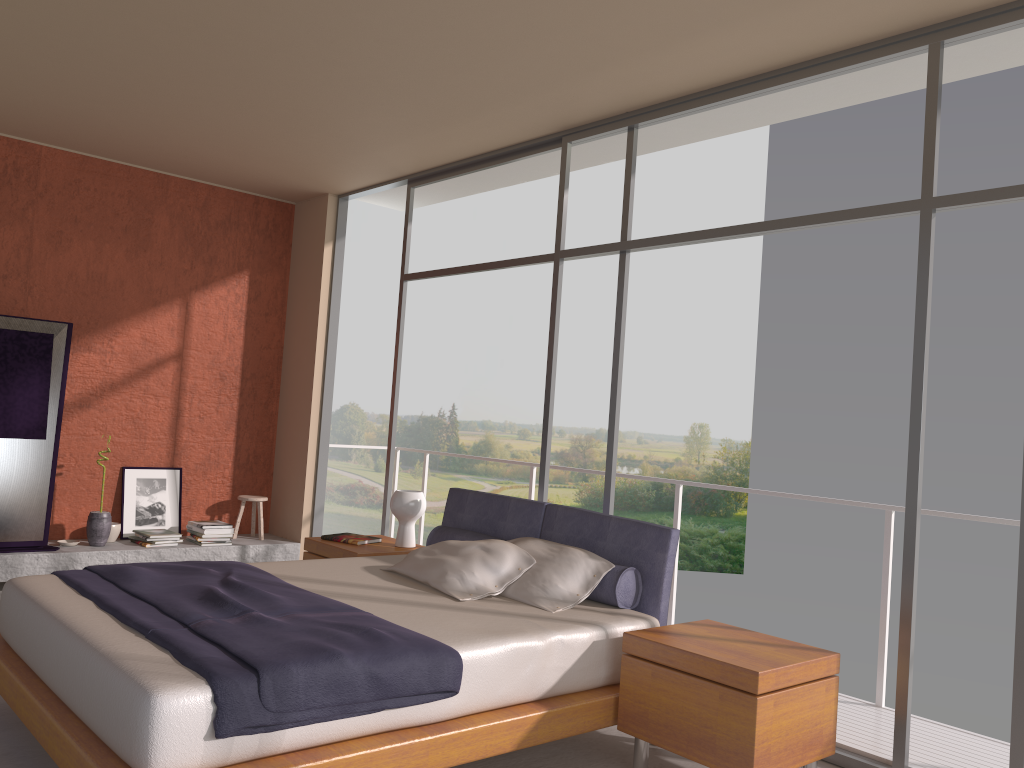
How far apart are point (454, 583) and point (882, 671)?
2.2 meters

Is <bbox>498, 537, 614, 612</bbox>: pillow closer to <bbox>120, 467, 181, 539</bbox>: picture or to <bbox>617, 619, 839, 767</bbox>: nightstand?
<bbox>617, 619, 839, 767</bbox>: nightstand

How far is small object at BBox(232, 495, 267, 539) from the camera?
7.20m

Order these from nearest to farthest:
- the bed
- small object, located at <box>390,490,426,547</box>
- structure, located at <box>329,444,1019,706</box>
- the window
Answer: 1. the bed
2. the window
3. structure, located at <box>329,444,1019,706</box>
4. small object, located at <box>390,490,426,547</box>

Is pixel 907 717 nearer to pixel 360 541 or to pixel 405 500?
pixel 405 500

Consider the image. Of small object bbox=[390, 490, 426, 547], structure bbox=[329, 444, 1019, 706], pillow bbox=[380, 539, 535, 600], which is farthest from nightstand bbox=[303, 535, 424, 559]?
structure bbox=[329, 444, 1019, 706]

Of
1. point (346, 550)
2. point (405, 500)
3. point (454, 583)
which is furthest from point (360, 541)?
point (454, 583)

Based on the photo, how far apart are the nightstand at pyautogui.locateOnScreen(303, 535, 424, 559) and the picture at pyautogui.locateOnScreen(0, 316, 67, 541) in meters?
2.0 m

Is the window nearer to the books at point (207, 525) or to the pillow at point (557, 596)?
the pillow at point (557, 596)

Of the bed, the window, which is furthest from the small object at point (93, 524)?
the bed
